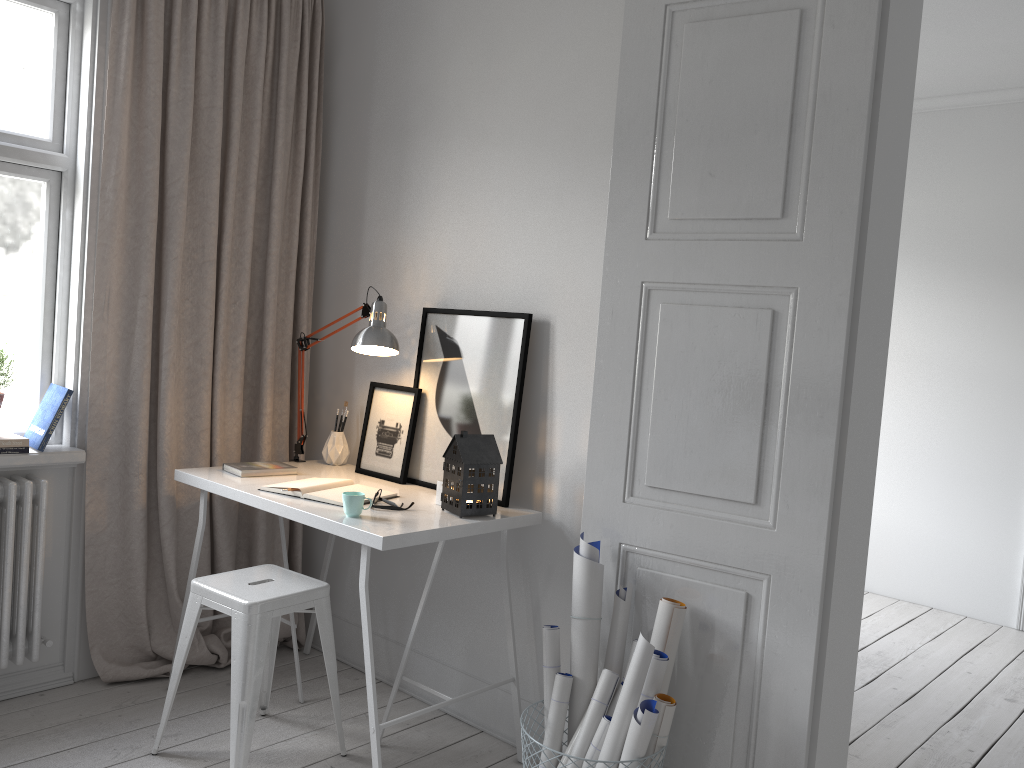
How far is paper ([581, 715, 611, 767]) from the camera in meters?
2.2 m

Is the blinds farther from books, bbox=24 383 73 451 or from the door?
the door

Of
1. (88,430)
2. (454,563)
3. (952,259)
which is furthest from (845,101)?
(952,259)

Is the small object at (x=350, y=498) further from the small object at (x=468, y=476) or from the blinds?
the blinds

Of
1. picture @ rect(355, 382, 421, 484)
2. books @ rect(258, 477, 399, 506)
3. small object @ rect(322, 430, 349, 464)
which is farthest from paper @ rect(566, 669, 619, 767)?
small object @ rect(322, 430, 349, 464)

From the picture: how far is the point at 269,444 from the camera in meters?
3.4

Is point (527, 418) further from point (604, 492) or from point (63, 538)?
point (63, 538)

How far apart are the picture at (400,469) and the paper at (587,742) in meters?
1.1

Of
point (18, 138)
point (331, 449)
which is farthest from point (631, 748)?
point (18, 138)

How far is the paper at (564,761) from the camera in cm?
226
